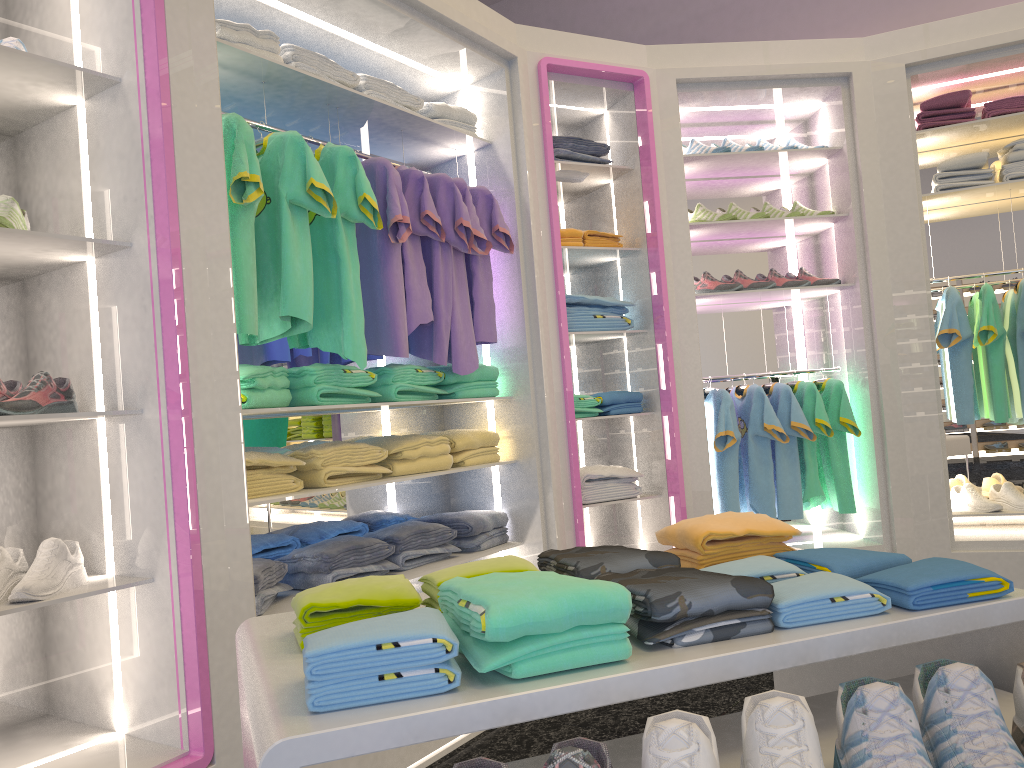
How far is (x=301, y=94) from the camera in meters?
3.0 m

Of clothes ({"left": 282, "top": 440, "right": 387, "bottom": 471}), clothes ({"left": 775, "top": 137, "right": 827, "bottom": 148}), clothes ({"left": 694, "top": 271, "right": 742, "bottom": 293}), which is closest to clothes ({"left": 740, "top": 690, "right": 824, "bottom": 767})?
clothes ({"left": 282, "top": 440, "right": 387, "bottom": 471})

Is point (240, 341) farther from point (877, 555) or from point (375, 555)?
point (877, 555)

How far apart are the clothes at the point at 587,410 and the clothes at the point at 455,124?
1.3 meters

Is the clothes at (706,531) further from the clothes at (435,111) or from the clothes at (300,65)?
the clothes at (435,111)

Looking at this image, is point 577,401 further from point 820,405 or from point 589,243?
point 820,405

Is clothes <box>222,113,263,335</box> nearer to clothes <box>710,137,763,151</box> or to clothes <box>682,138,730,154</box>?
clothes <box>682,138,730,154</box>

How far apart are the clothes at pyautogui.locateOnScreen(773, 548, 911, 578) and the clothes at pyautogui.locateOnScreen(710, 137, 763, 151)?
3.2 meters

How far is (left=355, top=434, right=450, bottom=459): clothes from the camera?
3.2 meters

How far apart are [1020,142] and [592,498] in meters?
2.6 m
